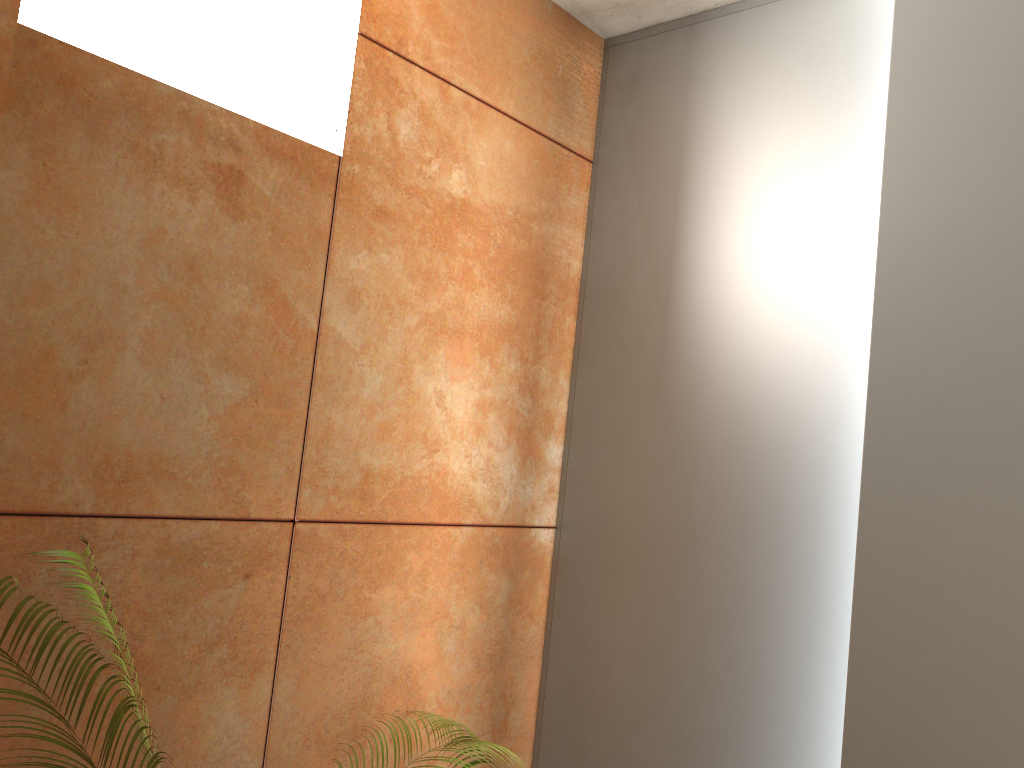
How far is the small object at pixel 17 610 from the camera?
0.9m

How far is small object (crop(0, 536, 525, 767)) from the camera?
0.9m

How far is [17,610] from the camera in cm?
93
